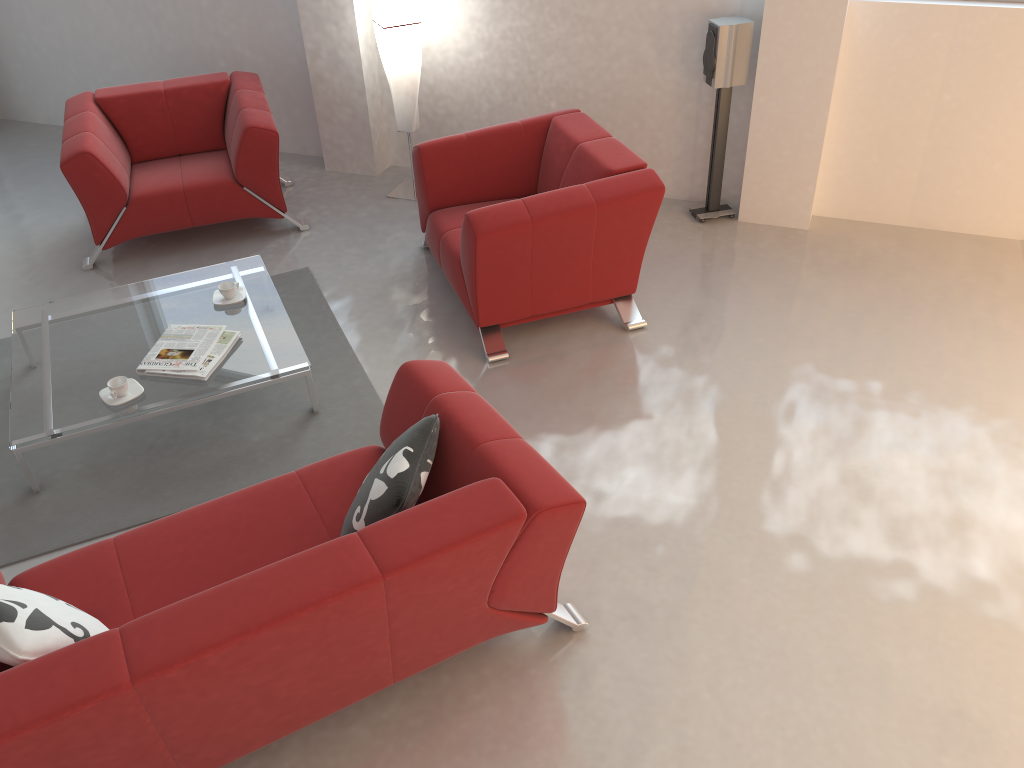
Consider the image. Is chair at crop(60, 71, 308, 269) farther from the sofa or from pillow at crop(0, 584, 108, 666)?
pillow at crop(0, 584, 108, 666)

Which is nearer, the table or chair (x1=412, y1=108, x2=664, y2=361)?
the table

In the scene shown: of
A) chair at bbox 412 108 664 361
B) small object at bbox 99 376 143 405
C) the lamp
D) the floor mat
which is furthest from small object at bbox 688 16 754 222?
small object at bbox 99 376 143 405

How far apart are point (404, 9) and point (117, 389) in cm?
279

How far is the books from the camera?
3.6 meters

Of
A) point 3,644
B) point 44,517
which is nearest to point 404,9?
point 44,517

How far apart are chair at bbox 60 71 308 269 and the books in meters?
1.4

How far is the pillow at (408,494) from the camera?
2.4 meters

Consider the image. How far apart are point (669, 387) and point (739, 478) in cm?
63

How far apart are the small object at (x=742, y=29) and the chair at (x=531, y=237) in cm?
73
